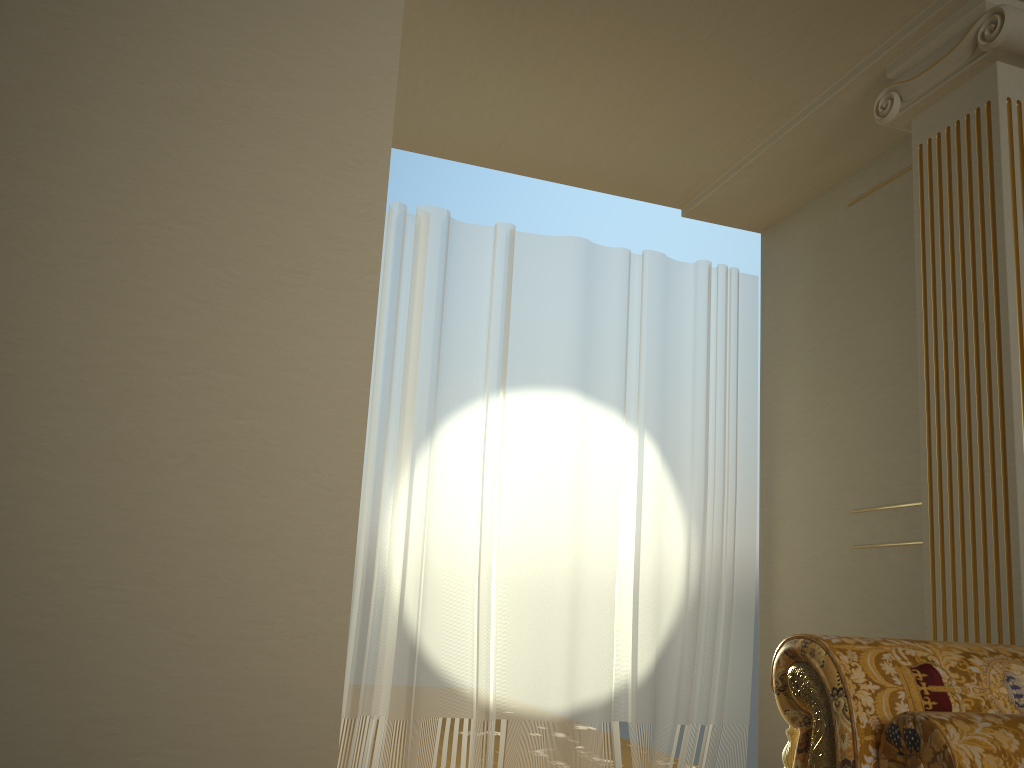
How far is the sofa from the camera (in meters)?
1.46

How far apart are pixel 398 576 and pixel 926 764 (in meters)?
2.44

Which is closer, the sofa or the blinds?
the sofa

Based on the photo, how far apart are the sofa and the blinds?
2.03m

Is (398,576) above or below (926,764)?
above

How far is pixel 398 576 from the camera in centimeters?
361cm

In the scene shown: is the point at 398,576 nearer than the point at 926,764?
No

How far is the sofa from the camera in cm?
146

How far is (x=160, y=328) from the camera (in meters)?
2.34
